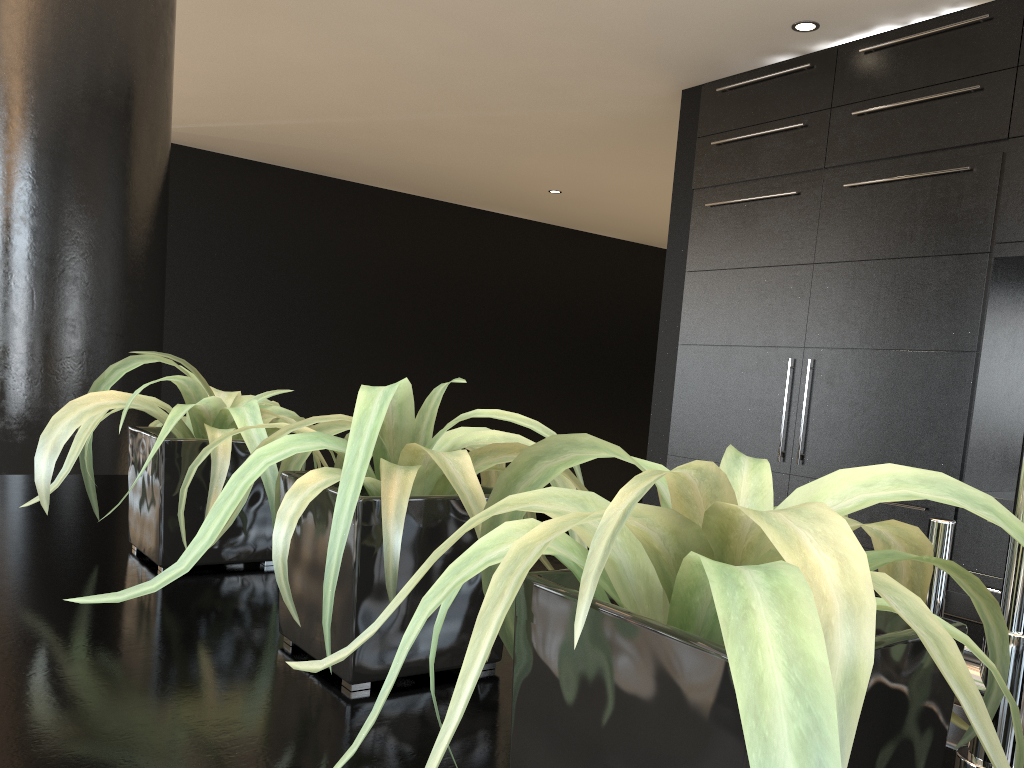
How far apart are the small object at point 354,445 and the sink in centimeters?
61cm

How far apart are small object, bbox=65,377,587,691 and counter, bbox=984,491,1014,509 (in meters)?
2.70

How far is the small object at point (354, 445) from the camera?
0.60m

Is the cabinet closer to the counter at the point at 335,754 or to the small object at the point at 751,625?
the counter at the point at 335,754

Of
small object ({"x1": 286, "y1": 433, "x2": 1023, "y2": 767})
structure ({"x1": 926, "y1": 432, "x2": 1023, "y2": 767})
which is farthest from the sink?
small object ({"x1": 286, "y1": 433, "x2": 1023, "y2": 767})

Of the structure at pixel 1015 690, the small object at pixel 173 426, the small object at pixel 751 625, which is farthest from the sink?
the small object at pixel 173 426

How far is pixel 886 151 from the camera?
3.4m

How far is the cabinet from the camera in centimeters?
312cm

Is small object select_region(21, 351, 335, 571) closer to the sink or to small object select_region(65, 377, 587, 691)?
small object select_region(65, 377, 587, 691)

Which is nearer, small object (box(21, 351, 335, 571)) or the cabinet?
small object (box(21, 351, 335, 571))
